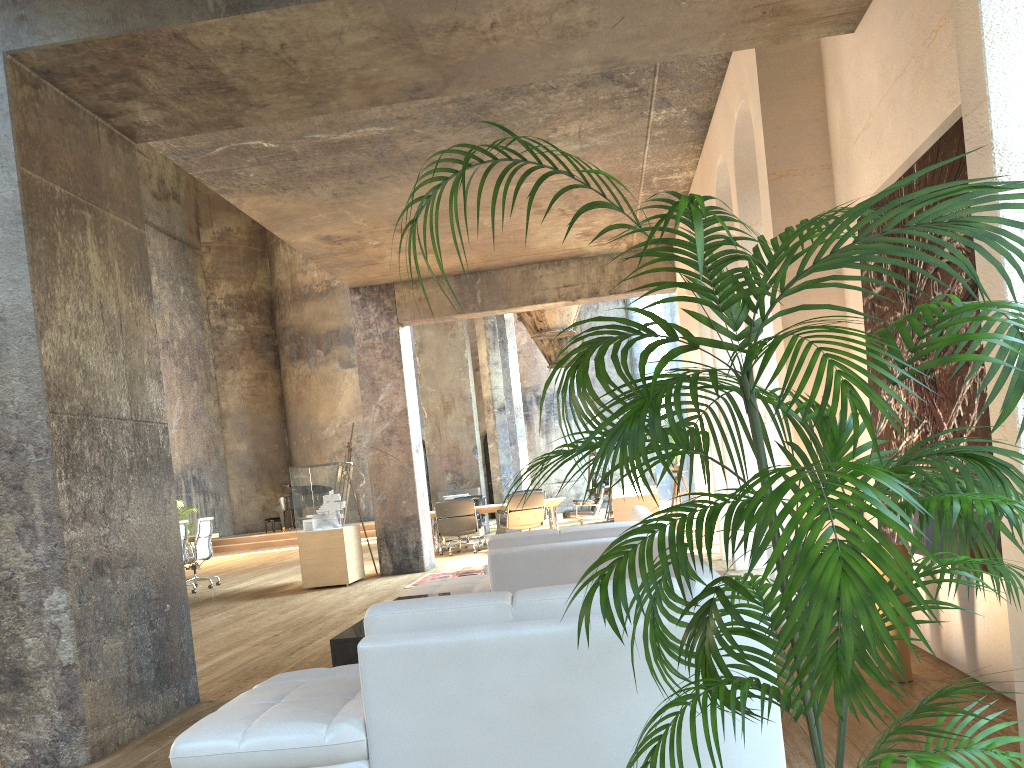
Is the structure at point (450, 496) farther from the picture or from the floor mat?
the picture

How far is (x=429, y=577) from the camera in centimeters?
1062cm

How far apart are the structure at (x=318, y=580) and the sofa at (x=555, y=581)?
0.9m

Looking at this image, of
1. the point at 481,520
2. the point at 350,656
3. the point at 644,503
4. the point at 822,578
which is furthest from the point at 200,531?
the point at 822,578

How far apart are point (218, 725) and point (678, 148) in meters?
6.6

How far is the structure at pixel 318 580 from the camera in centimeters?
1070cm

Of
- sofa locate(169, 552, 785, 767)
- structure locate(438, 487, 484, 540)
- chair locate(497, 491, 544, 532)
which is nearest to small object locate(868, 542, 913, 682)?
sofa locate(169, 552, 785, 767)

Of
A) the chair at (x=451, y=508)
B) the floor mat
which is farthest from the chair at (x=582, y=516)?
the floor mat

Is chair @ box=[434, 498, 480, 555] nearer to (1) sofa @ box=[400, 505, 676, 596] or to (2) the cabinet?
(1) sofa @ box=[400, 505, 676, 596]

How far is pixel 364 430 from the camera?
11.7m
